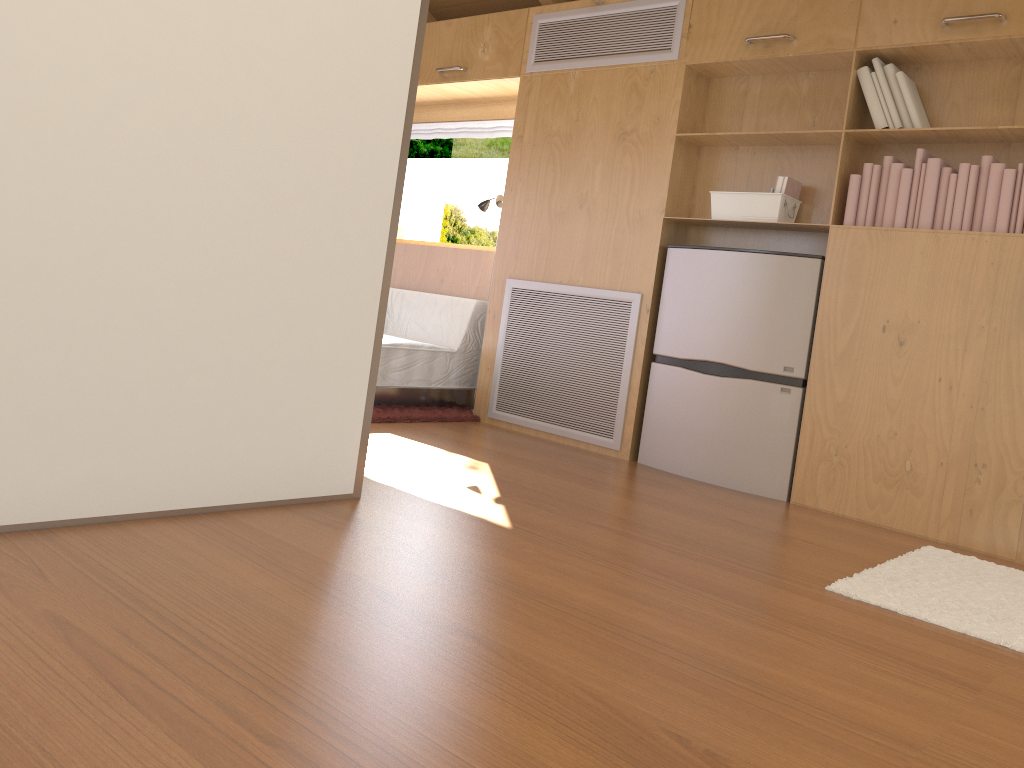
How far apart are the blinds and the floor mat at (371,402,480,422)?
1.59m

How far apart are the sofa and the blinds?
1.0 meters

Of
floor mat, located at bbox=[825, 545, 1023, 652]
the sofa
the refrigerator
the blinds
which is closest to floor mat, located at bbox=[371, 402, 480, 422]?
the sofa

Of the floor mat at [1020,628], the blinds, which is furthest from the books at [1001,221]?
the blinds

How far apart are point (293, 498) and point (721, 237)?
2.40m

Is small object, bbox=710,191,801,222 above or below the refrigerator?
above

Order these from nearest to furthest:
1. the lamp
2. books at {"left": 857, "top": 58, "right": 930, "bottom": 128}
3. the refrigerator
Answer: books at {"left": 857, "top": 58, "right": 930, "bottom": 128} → the refrigerator → the lamp

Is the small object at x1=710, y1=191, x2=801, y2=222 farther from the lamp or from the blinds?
the blinds

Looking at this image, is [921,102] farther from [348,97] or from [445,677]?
[445,677]

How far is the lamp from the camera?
4.7 meters
